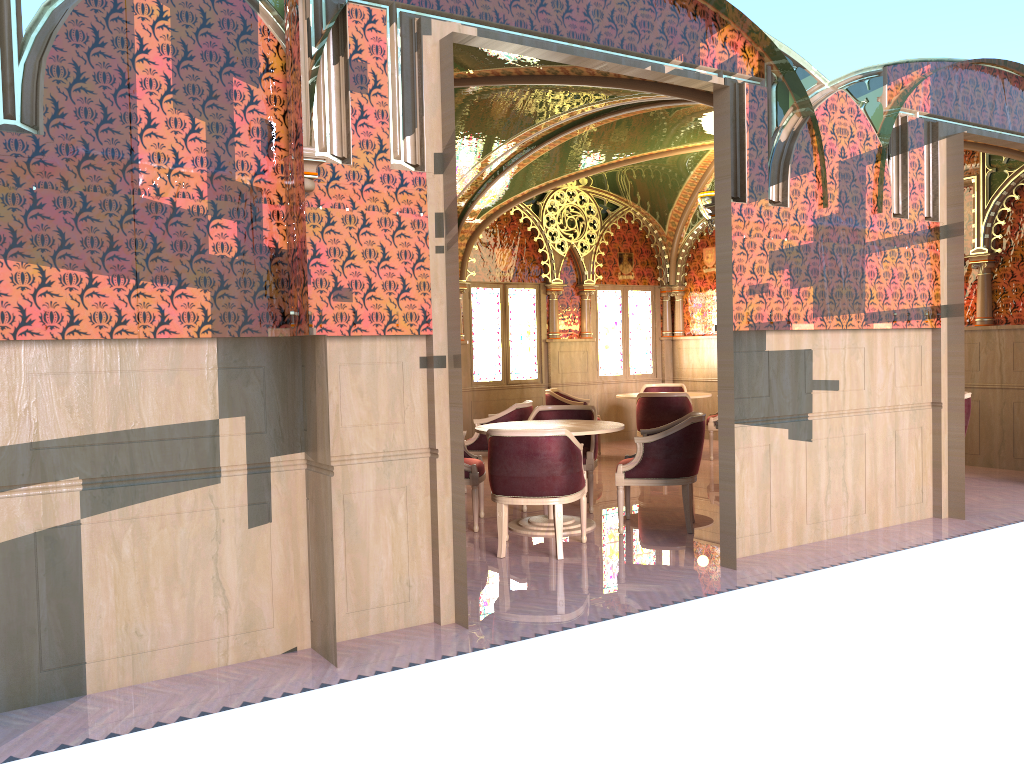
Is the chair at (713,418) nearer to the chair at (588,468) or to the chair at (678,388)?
the chair at (678,388)

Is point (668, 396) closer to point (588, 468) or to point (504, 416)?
point (504, 416)

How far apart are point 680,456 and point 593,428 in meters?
0.7 m

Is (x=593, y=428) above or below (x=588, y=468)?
above

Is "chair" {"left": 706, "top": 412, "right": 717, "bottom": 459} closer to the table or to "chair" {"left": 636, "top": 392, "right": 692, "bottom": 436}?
"chair" {"left": 636, "top": 392, "right": 692, "bottom": 436}

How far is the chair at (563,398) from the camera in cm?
1071

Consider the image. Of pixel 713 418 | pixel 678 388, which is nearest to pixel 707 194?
pixel 713 418

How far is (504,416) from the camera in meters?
8.4

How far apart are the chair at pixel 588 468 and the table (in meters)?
0.44

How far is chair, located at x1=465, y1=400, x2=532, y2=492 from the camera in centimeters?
838cm
